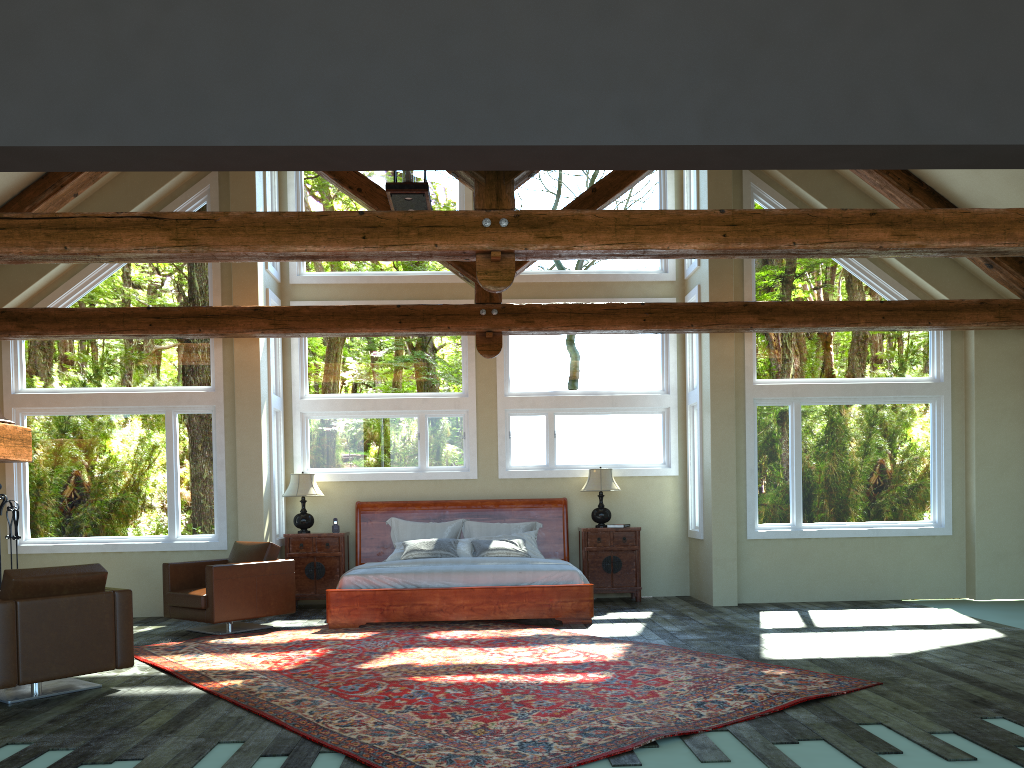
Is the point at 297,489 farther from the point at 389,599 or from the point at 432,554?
the point at 389,599

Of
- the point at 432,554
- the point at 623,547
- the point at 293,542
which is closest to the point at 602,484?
the point at 623,547

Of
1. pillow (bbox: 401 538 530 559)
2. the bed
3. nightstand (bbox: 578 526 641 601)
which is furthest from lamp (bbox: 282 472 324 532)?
nightstand (bbox: 578 526 641 601)

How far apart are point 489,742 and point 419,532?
6.3m

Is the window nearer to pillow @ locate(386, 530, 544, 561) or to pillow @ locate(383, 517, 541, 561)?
pillow @ locate(383, 517, 541, 561)

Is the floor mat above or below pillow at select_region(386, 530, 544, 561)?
below

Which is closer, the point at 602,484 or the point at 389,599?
the point at 389,599

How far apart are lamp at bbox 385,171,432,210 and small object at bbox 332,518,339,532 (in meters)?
4.32

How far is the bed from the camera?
9.0m

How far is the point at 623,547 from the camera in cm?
1083
